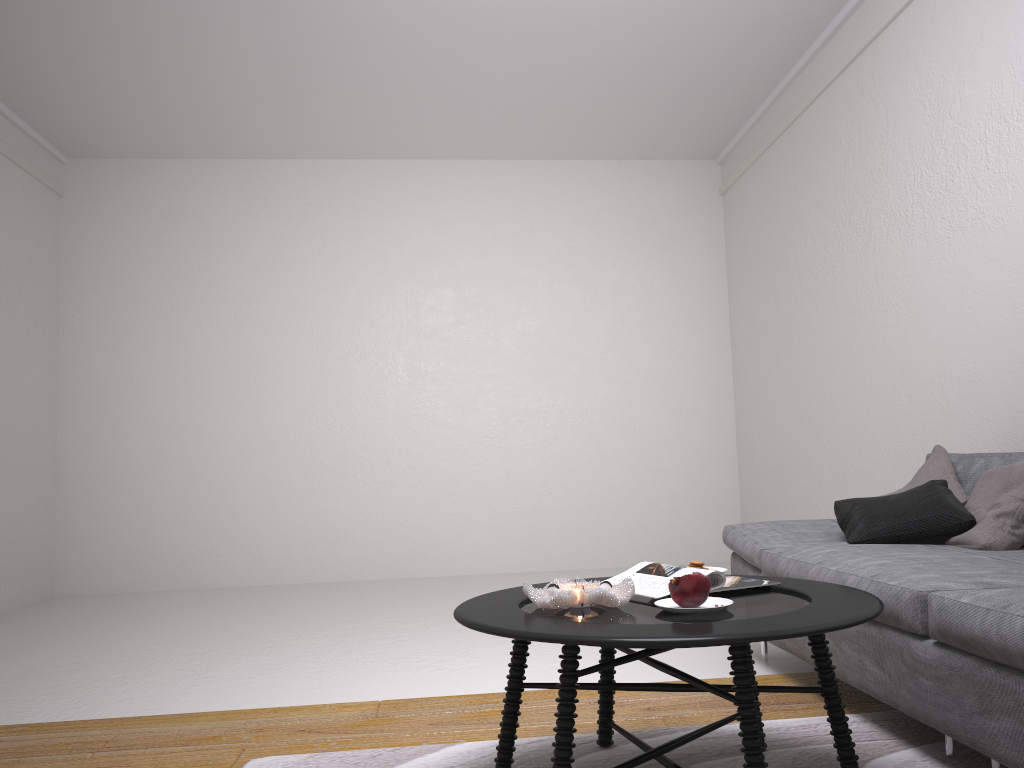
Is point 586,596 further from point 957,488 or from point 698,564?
point 957,488

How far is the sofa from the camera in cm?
178

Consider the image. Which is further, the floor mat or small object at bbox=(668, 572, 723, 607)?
the floor mat

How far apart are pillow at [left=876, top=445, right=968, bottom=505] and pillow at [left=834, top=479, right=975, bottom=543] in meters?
0.0 m

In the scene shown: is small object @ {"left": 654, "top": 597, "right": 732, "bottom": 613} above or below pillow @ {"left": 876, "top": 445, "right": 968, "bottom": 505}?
below

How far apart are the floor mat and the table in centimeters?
1cm

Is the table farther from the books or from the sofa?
the sofa

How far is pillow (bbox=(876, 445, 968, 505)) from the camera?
3.1 meters

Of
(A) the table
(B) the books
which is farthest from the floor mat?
(B) the books

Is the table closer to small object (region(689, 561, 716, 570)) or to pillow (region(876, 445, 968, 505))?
small object (region(689, 561, 716, 570))
